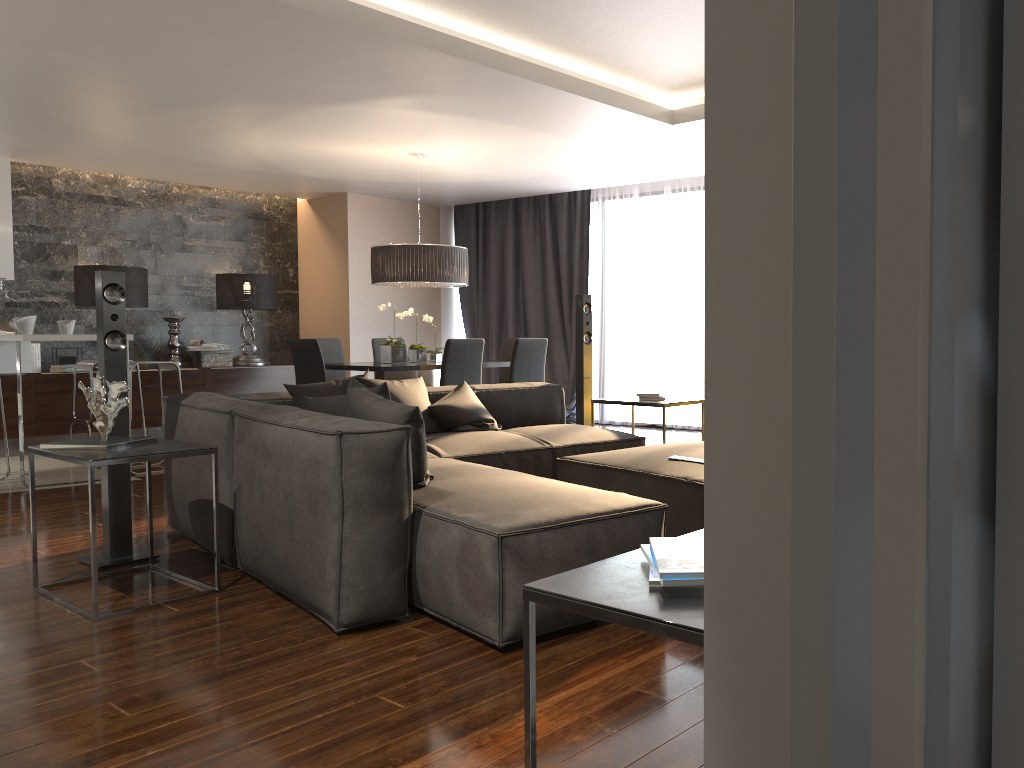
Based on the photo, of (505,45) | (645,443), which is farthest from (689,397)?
(505,45)

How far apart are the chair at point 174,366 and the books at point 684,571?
5.83m

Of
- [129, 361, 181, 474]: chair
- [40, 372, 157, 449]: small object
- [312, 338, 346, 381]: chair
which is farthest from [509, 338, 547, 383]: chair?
[40, 372, 157, 449]: small object

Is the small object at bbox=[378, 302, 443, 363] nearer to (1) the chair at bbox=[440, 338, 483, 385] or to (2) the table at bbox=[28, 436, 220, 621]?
(1) the chair at bbox=[440, 338, 483, 385]

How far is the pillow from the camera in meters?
3.4 m

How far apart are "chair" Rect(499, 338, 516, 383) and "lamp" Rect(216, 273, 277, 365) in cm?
268

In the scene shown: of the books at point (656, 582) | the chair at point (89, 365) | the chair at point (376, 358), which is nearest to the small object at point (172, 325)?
the chair at point (89, 365)

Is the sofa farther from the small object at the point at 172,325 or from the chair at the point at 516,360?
the small object at the point at 172,325

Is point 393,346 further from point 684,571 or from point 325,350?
point 684,571

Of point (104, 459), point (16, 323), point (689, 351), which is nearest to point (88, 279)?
point (16, 323)
